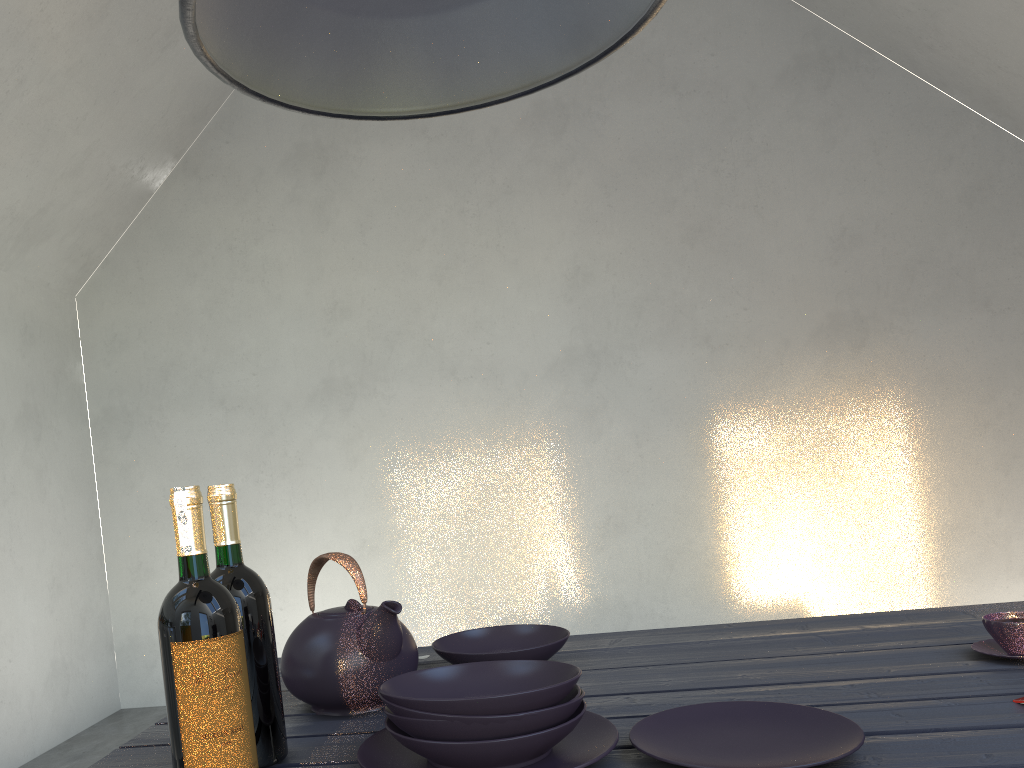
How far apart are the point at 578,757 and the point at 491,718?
0.1 meters

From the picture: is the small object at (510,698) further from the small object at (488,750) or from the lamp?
the lamp

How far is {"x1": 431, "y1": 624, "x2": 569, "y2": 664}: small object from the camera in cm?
132

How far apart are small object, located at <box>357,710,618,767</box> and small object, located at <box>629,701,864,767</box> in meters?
0.0

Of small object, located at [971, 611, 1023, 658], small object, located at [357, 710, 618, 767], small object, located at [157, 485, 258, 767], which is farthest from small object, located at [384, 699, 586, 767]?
small object, located at [971, 611, 1023, 658]

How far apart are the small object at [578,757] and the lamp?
0.7 meters

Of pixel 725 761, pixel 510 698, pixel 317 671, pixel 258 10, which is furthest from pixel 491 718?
pixel 258 10

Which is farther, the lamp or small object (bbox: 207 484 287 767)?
small object (bbox: 207 484 287 767)

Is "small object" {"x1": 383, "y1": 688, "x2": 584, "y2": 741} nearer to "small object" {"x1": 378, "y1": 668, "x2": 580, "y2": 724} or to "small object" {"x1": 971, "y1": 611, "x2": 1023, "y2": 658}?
"small object" {"x1": 378, "y1": 668, "x2": 580, "y2": 724}

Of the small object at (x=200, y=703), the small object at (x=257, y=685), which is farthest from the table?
the small object at (x=200, y=703)
